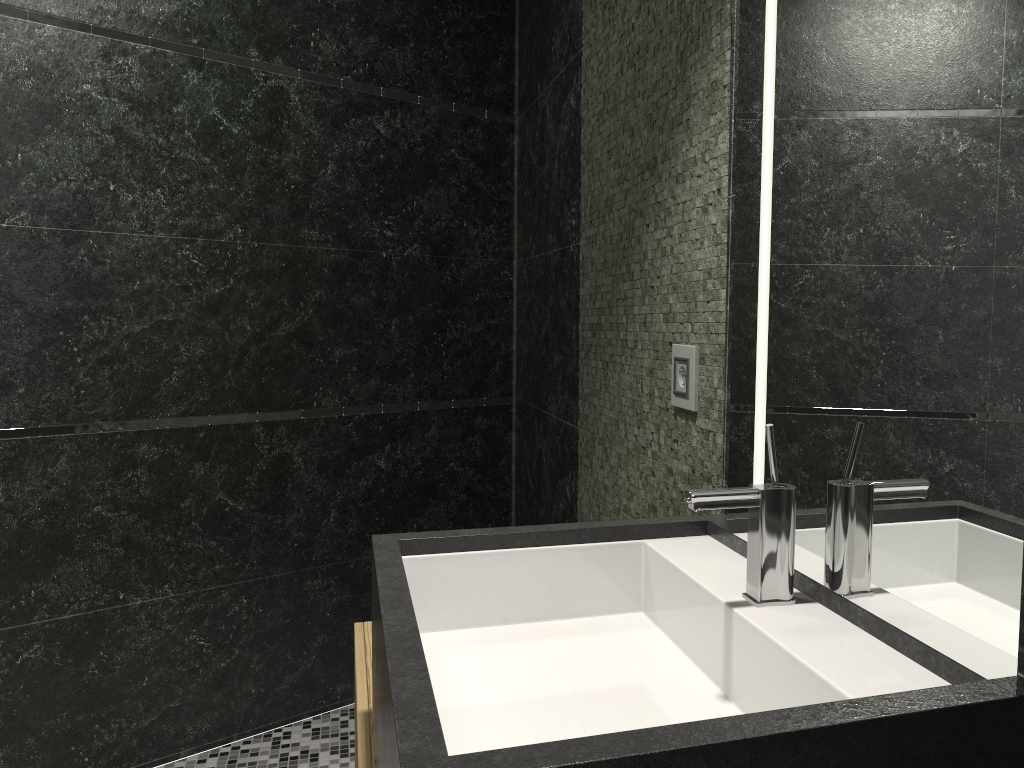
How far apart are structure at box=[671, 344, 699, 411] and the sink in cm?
28

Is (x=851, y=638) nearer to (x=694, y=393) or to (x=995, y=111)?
(x=995, y=111)

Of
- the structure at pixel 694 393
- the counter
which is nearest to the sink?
the counter

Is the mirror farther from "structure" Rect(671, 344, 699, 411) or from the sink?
"structure" Rect(671, 344, 699, 411)

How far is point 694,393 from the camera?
1.7 meters

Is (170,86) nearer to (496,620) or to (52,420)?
(52,420)

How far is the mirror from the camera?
0.82m

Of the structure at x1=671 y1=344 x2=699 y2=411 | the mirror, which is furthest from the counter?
the structure at x1=671 y1=344 x2=699 y2=411

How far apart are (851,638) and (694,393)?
0.71m

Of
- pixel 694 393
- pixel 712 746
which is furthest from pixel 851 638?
pixel 694 393
